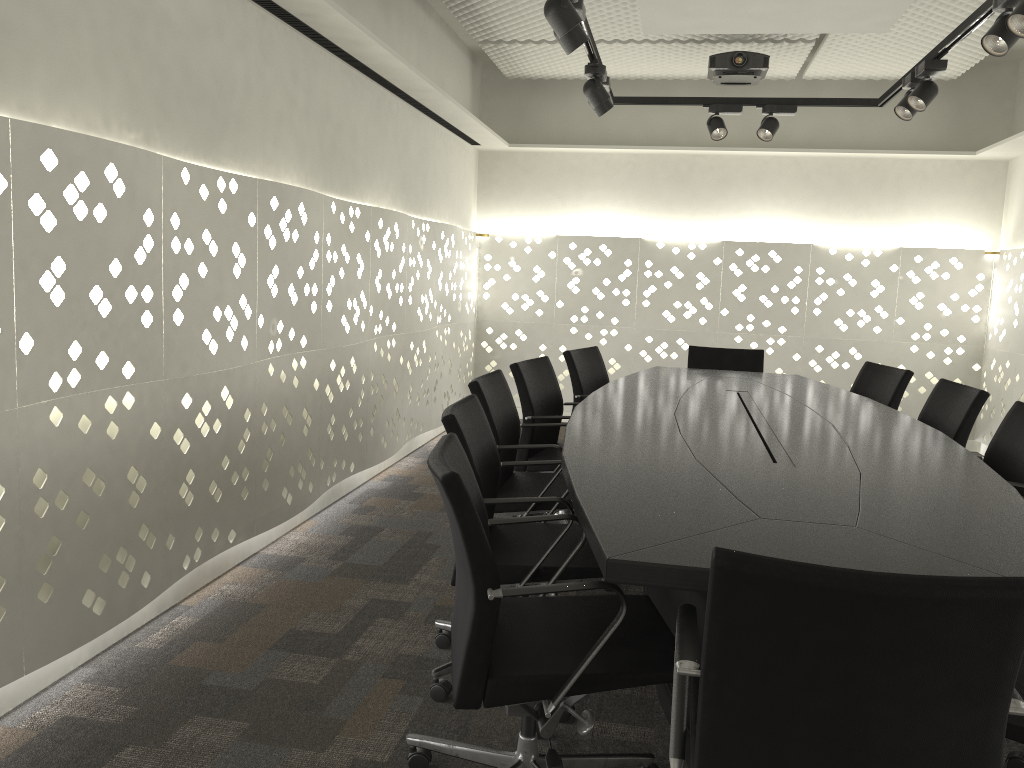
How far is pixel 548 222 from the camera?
6.7m

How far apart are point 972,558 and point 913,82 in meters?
3.0 m

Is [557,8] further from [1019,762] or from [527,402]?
[1019,762]

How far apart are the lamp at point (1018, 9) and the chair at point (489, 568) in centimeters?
204cm

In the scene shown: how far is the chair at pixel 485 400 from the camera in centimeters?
294cm

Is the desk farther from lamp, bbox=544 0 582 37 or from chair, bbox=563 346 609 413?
lamp, bbox=544 0 582 37

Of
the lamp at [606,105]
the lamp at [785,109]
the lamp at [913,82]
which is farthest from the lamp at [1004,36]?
the lamp at [785,109]

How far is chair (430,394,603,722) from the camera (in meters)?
2.24

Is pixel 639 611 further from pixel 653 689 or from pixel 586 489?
pixel 653 689

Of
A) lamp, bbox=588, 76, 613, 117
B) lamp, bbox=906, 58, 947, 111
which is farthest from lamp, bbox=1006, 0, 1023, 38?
lamp, bbox=588, 76, 613, 117
